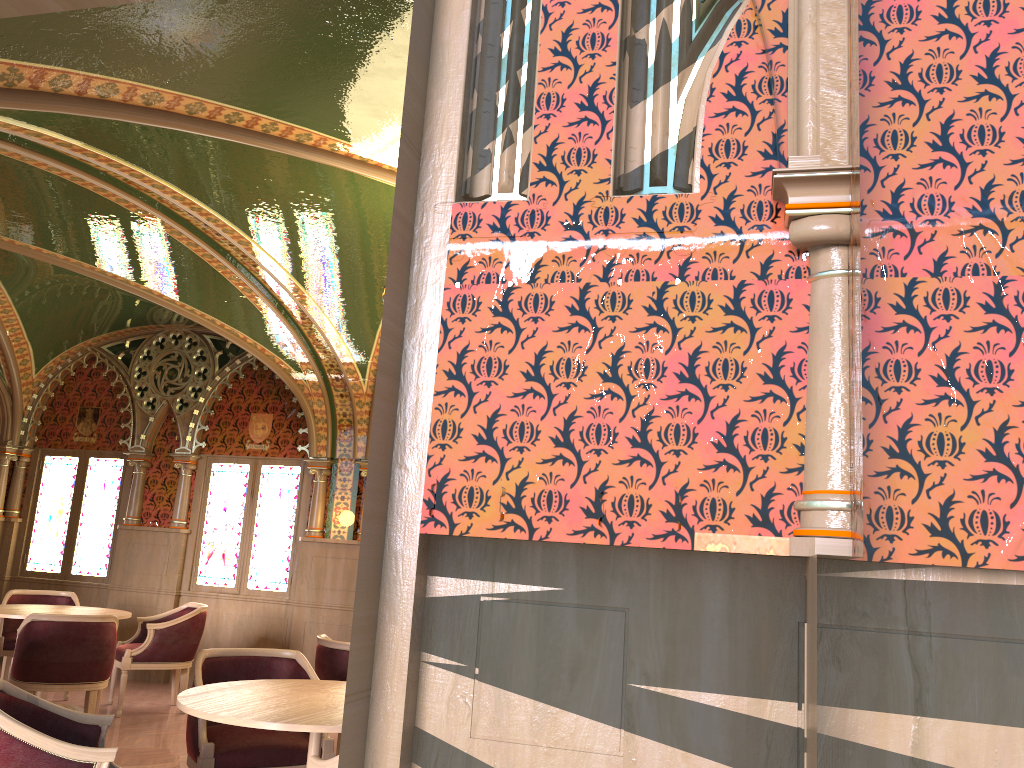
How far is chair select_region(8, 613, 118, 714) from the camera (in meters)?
5.80

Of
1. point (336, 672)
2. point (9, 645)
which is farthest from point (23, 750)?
point (9, 645)

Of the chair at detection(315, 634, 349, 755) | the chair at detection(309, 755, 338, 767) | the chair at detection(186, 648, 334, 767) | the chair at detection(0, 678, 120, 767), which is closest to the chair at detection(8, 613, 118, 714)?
the chair at detection(315, 634, 349, 755)

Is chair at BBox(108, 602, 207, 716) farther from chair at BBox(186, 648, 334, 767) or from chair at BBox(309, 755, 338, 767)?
chair at BBox(309, 755, 338, 767)

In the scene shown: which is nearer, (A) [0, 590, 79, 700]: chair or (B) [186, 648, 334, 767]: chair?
(B) [186, 648, 334, 767]: chair

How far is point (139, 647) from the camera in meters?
7.1 m

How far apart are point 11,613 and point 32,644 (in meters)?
0.94

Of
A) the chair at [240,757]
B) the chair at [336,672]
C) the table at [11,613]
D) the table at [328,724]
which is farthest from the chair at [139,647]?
the table at [328,724]

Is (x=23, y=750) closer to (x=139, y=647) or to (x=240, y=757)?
(x=240, y=757)

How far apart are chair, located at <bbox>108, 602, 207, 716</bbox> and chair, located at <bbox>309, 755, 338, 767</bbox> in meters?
4.7 m
